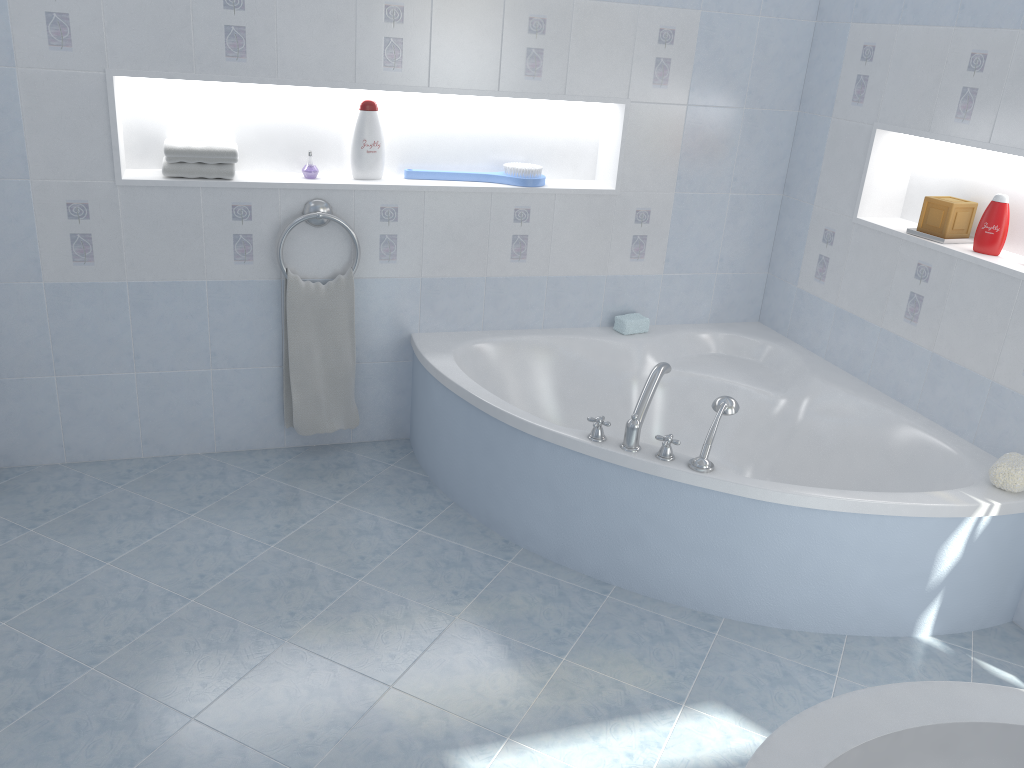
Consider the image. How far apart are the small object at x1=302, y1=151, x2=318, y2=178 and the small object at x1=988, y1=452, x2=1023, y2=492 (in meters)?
2.36

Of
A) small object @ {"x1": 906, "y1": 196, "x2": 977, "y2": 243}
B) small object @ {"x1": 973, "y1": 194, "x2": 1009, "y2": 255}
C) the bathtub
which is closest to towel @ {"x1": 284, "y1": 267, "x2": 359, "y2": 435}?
the bathtub

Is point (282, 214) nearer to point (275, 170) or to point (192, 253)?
point (275, 170)

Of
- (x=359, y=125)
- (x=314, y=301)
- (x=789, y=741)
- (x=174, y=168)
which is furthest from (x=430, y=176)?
(x=789, y=741)

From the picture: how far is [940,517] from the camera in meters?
2.4

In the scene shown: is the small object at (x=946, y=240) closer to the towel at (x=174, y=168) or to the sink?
the sink

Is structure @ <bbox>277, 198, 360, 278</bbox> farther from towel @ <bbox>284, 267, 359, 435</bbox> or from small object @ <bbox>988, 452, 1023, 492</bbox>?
small object @ <bbox>988, 452, 1023, 492</bbox>

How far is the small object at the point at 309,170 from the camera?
3.10m

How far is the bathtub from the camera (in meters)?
2.48

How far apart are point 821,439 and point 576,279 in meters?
1.1 m
